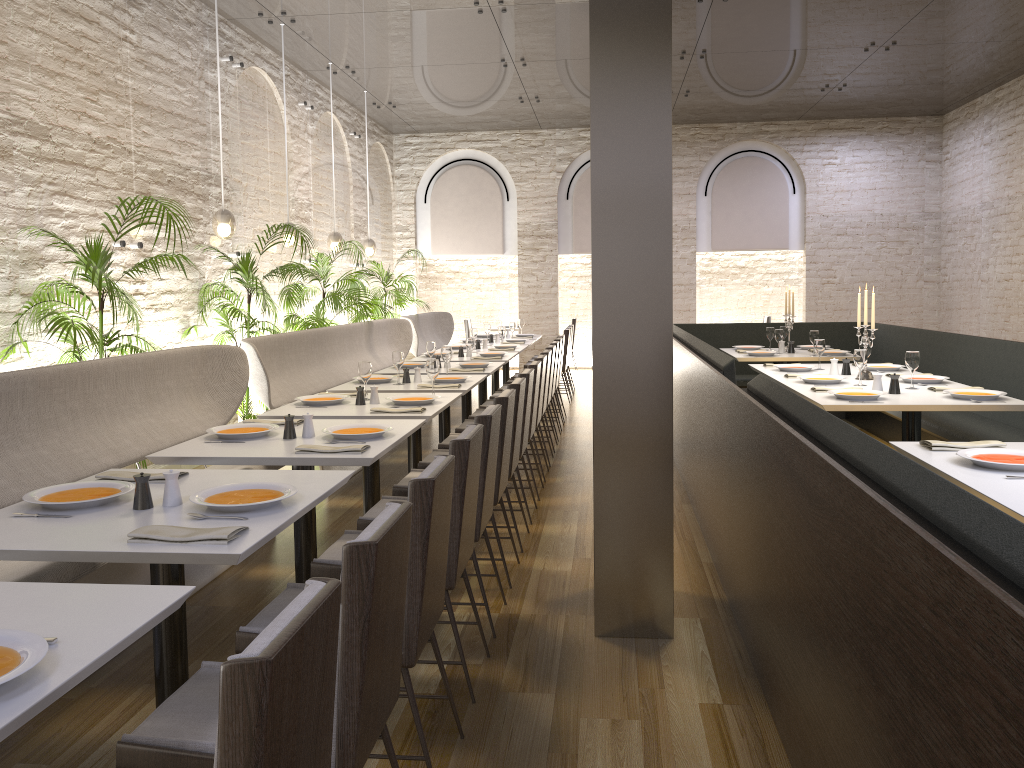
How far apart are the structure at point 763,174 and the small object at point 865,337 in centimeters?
783cm

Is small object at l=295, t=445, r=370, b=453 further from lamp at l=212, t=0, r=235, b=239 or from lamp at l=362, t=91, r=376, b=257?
lamp at l=362, t=91, r=376, b=257

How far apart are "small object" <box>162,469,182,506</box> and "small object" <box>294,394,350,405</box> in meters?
2.3 m

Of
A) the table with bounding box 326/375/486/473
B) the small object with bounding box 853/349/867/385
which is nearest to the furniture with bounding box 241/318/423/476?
the table with bounding box 326/375/486/473

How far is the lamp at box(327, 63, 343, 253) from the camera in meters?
9.5 m

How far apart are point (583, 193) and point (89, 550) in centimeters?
1208cm

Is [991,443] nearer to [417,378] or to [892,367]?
[892,367]

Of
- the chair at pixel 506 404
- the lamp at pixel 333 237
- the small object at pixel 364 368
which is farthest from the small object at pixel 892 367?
the lamp at pixel 333 237

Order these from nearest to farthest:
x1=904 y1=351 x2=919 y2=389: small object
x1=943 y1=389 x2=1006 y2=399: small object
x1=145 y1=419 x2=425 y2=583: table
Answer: x1=145 y1=419 x2=425 y2=583: table < x1=943 y1=389 x2=1006 y2=399: small object < x1=904 y1=351 x2=919 y2=389: small object

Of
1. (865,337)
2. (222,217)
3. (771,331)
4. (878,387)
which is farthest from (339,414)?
(771,331)
